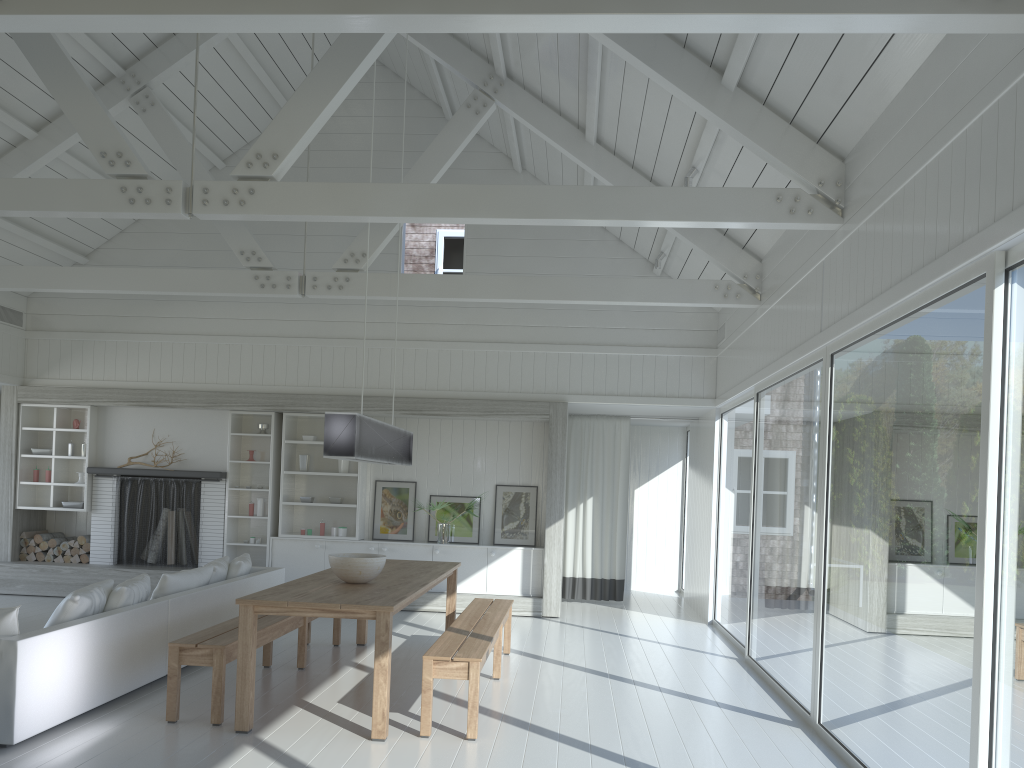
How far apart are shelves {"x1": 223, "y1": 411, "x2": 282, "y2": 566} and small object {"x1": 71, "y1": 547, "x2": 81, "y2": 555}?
1.8m

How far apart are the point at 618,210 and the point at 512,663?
3.73m

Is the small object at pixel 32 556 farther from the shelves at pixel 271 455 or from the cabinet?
the cabinet

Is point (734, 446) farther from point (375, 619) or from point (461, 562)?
point (375, 619)

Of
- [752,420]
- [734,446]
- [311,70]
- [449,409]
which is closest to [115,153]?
[311,70]

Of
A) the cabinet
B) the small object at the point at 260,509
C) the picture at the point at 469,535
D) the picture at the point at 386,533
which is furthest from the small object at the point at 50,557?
the picture at the point at 469,535

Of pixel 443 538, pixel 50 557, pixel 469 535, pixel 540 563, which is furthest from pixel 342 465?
pixel 50 557

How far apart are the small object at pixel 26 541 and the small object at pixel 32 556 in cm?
17

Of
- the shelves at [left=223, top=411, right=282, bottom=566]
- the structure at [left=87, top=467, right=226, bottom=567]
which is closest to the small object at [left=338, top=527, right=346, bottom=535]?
the shelves at [left=223, top=411, right=282, bottom=566]

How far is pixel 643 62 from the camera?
5.52m
